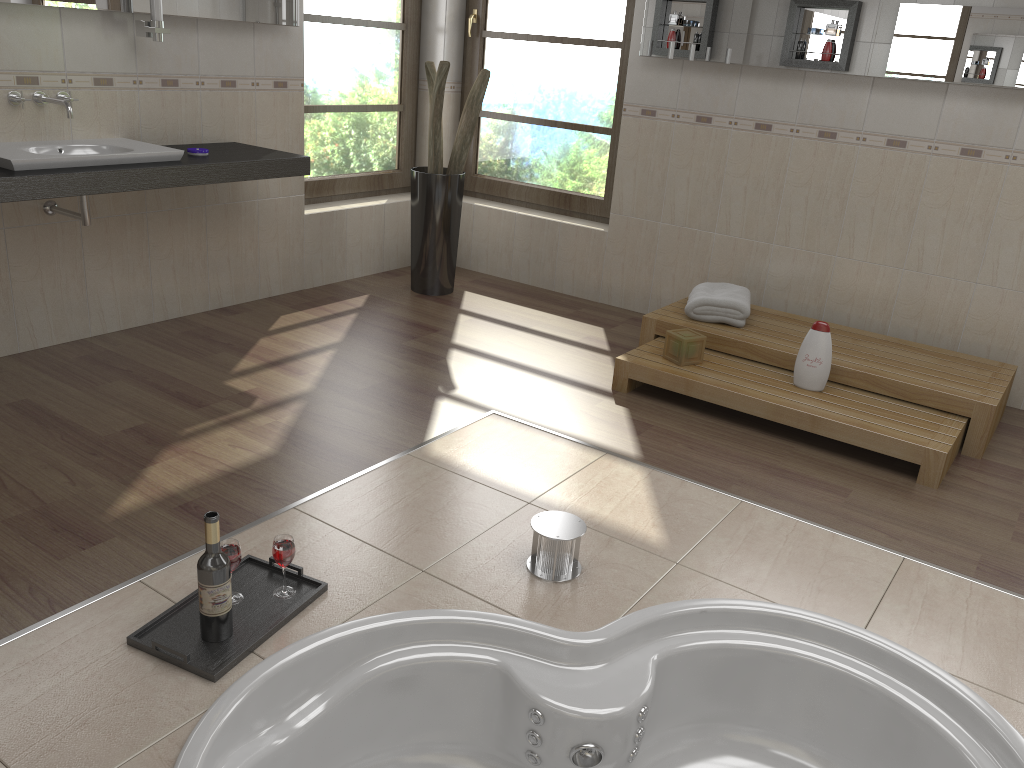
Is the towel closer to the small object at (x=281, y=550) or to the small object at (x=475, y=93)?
the small object at (x=475, y=93)

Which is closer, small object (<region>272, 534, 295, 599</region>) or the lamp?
small object (<region>272, 534, 295, 599</region>)

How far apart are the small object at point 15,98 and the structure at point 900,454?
2.29m

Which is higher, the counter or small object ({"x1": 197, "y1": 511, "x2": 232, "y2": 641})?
the counter

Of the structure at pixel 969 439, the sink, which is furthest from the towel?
the sink

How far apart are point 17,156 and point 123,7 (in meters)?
0.82

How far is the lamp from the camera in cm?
342

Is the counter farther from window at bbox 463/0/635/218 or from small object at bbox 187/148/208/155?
window at bbox 463/0/635/218

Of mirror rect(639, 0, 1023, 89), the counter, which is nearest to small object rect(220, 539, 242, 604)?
the counter

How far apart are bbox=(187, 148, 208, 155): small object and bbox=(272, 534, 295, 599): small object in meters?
2.1
